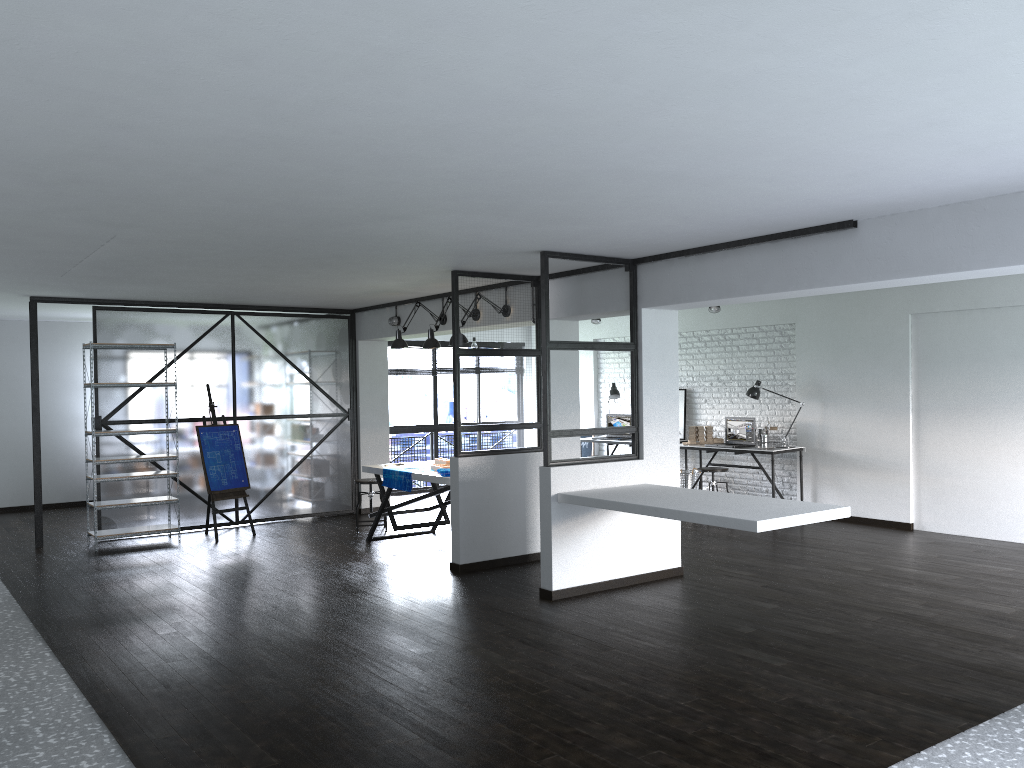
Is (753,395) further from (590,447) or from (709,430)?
(590,447)

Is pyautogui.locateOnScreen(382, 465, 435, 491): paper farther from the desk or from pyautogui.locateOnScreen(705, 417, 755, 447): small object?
pyautogui.locateOnScreen(705, 417, 755, 447): small object

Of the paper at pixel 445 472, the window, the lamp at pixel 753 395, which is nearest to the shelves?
the paper at pixel 445 472

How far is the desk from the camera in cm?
903

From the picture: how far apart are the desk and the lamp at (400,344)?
3.6m

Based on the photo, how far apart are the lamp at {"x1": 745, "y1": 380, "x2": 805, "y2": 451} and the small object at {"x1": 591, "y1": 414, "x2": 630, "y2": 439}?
2.1 meters

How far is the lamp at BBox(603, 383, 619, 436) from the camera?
11.1m

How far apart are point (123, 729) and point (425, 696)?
1.27m

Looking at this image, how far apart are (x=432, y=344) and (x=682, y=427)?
4.1m

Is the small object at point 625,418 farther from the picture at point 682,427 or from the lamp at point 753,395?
the lamp at point 753,395
